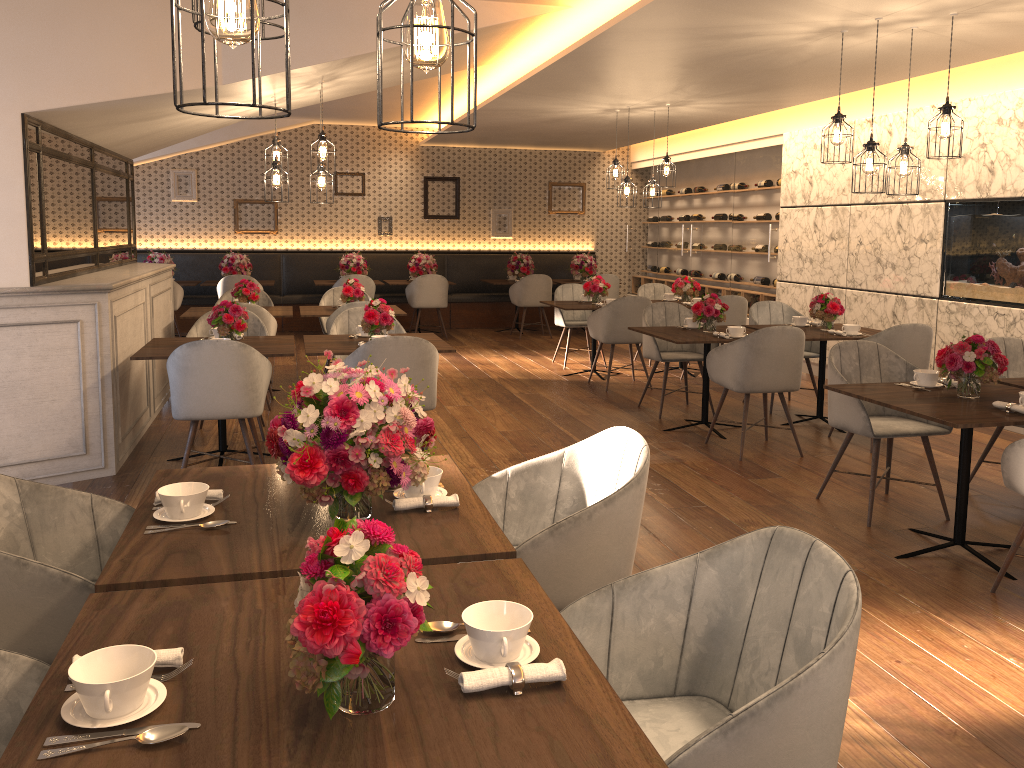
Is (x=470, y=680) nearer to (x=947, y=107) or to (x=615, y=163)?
(x=947, y=107)

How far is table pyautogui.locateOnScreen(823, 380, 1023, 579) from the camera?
3.6m

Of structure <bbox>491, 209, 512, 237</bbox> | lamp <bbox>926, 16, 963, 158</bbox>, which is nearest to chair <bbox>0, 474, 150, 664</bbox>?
lamp <bbox>926, 16, 963, 158</bbox>

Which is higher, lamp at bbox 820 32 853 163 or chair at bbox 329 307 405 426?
lamp at bbox 820 32 853 163

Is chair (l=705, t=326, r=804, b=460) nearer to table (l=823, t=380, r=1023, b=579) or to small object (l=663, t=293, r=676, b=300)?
table (l=823, t=380, r=1023, b=579)

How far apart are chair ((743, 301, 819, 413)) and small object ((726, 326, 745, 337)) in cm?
121

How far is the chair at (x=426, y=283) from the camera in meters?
11.3 m

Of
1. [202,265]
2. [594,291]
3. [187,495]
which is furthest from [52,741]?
[202,265]

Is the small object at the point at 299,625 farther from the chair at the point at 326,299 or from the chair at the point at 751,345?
the chair at the point at 326,299

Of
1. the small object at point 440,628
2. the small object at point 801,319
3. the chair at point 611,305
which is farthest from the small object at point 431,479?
the chair at point 611,305
